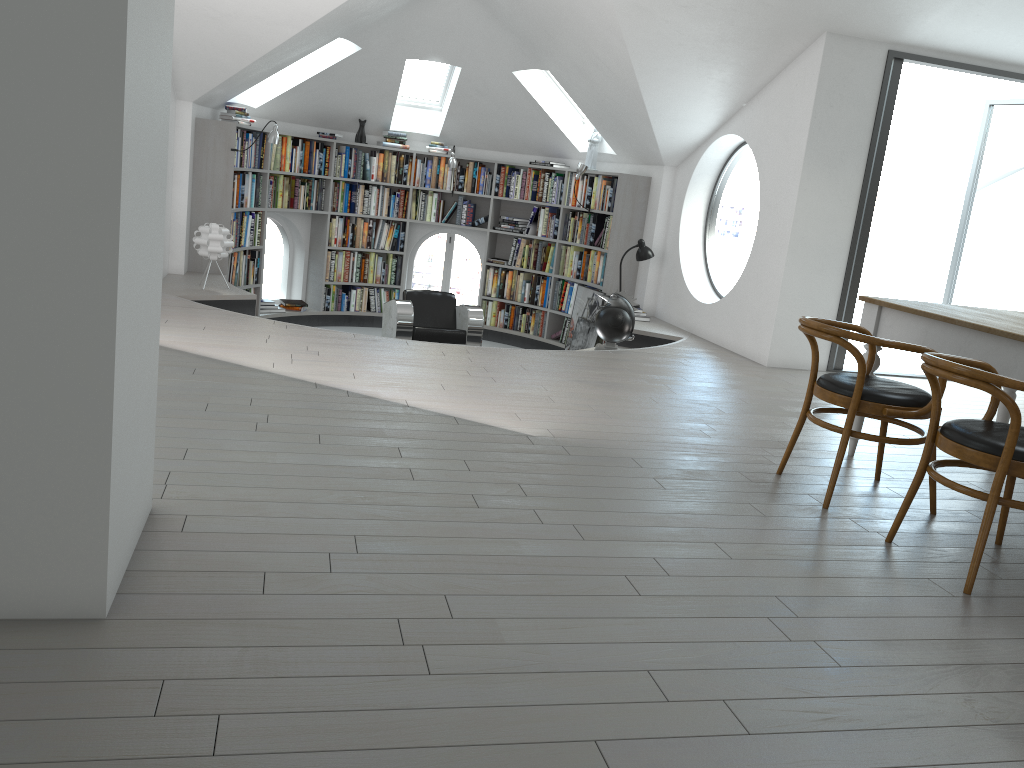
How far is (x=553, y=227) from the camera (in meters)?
9.78

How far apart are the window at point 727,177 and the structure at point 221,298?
0.5 meters

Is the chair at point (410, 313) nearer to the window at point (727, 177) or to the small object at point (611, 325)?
the small object at point (611, 325)

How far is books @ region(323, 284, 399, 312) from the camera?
9.96m

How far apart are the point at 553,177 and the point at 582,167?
0.7 meters

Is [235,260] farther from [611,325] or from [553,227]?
[611,325]

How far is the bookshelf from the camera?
7.8 meters

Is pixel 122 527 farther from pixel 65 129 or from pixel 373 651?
pixel 65 129

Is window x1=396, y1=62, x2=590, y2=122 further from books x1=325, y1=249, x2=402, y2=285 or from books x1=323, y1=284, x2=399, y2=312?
books x1=323, y1=284, x2=399, y2=312

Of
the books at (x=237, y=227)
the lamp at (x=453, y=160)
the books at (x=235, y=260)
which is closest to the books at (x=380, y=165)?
the lamp at (x=453, y=160)
